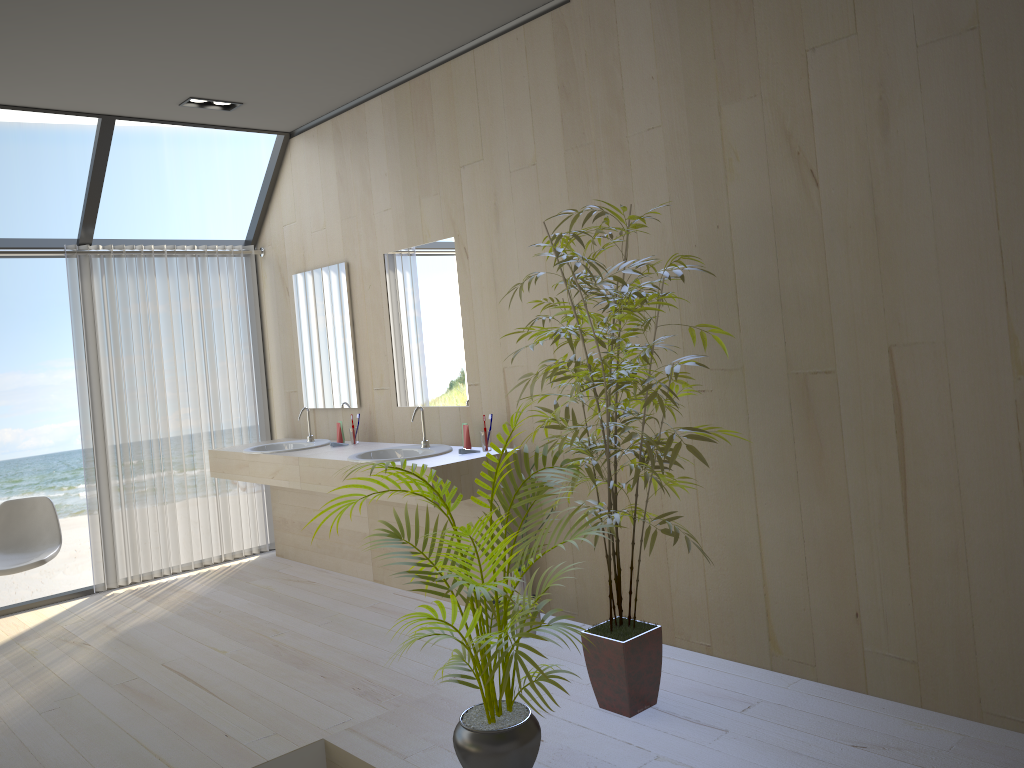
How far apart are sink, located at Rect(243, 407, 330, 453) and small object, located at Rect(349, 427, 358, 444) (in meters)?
0.25

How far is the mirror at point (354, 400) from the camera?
5.29m

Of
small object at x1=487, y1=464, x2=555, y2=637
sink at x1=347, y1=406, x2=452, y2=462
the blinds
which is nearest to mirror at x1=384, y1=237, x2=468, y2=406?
sink at x1=347, y1=406, x2=452, y2=462

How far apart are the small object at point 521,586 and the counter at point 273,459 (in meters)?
1.49

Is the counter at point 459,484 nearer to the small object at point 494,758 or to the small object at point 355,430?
the small object at point 355,430

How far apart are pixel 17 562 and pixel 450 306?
2.66m

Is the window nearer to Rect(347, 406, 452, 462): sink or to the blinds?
the blinds

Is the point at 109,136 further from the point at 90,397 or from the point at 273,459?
the point at 273,459

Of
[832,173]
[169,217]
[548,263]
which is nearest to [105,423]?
[548,263]

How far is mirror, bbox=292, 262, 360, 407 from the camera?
5.29m
